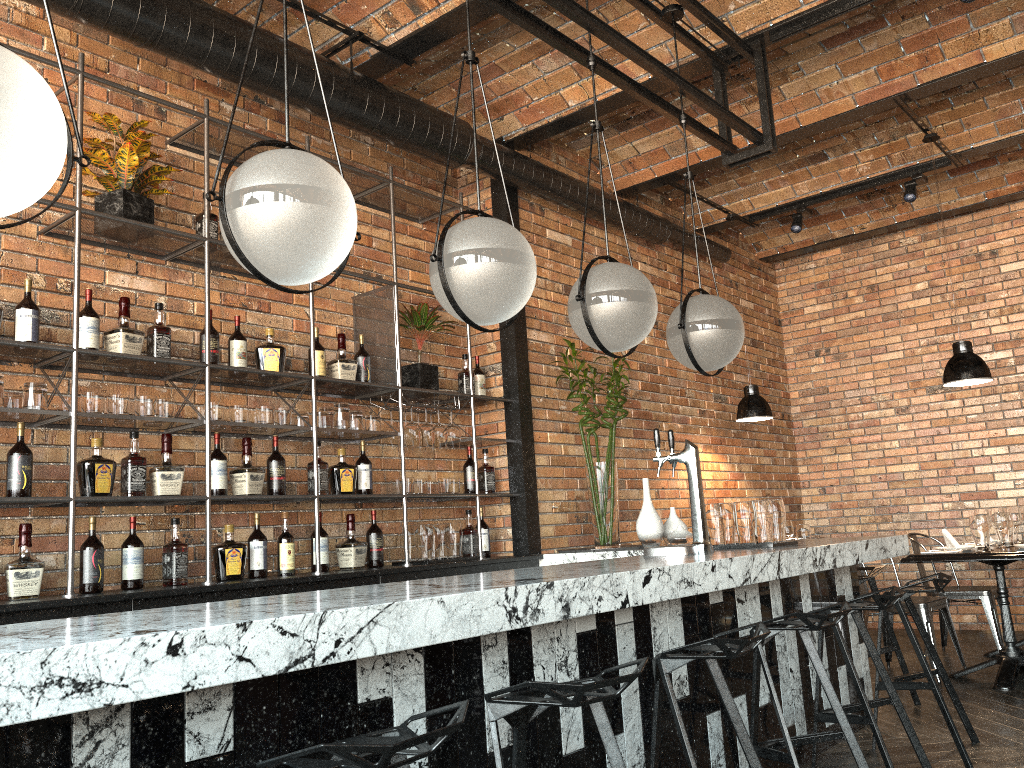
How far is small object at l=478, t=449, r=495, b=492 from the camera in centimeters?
530cm

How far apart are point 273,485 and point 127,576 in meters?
0.8 m

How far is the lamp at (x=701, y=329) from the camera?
3.8 meters

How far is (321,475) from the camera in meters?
4.4

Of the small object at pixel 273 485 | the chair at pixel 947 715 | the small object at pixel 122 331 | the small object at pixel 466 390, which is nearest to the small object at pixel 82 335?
the small object at pixel 122 331

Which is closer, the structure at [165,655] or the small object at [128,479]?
the structure at [165,655]

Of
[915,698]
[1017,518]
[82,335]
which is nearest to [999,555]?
[915,698]

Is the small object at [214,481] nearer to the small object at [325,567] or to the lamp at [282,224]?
the small object at [325,567]

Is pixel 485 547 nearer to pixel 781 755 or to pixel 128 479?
pixel 128 479

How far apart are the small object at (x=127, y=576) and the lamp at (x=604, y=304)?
2.0 meters
